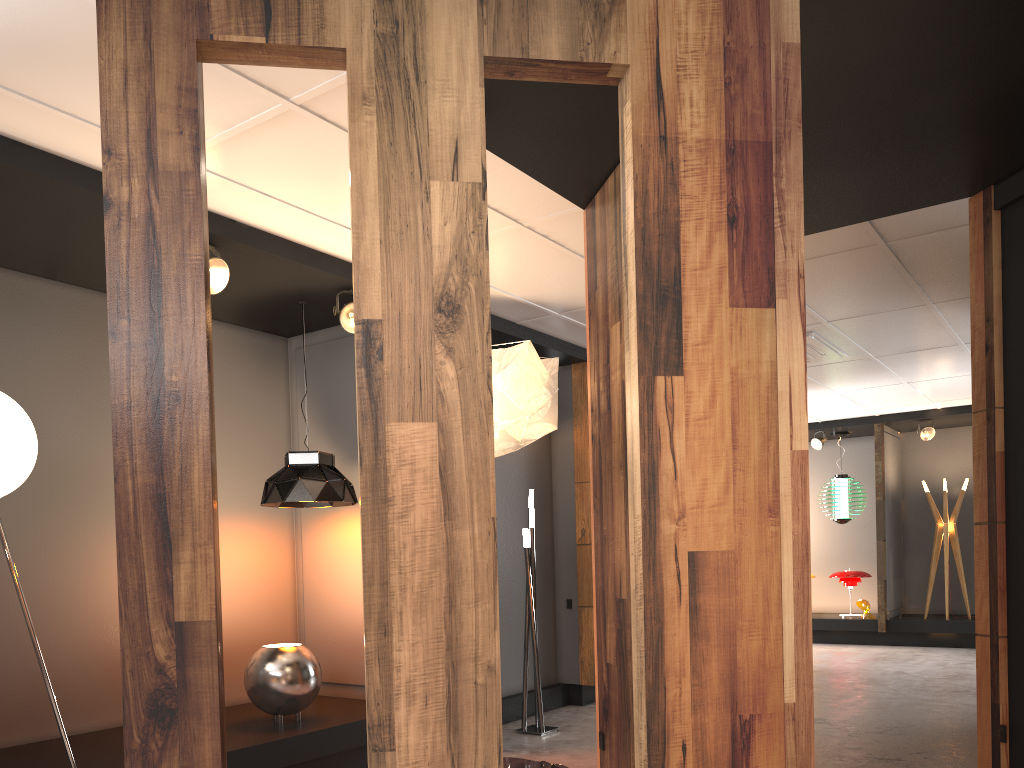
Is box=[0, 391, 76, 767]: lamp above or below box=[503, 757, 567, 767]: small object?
above

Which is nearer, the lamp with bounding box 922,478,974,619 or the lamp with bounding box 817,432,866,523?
the lamp with bounding box 922,478,974,619

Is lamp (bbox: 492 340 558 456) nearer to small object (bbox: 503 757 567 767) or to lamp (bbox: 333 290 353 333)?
small object (bbox: 503 757 567 767)

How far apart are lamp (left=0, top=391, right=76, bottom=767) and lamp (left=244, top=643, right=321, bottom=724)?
1.19m

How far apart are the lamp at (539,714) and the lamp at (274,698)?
1.73m

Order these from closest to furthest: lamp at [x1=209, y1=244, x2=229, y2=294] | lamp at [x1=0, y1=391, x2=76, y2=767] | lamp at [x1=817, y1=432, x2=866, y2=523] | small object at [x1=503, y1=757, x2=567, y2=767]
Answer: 1. small object at [x1=503, y1=757, x2=567, y2=767]
2. lamp at [x1=0, y1=391, x2=76, y2=767]
3. lamp at [x1=209, y1=244, x2=229, y2=294]
4. lamp at [x1=817, y1=432, x2=866, y2=523]

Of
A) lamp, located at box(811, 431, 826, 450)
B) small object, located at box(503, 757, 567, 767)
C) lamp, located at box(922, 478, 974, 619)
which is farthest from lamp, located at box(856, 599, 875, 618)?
small object, located at box(503, 757, 567, 767)

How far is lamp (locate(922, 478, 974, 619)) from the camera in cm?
1099

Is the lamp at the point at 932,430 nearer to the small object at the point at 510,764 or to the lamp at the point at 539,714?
the lamp at the point at 539,714

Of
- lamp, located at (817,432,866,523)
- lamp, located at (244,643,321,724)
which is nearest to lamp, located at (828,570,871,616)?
lamp, located at (817,432,866,523)
